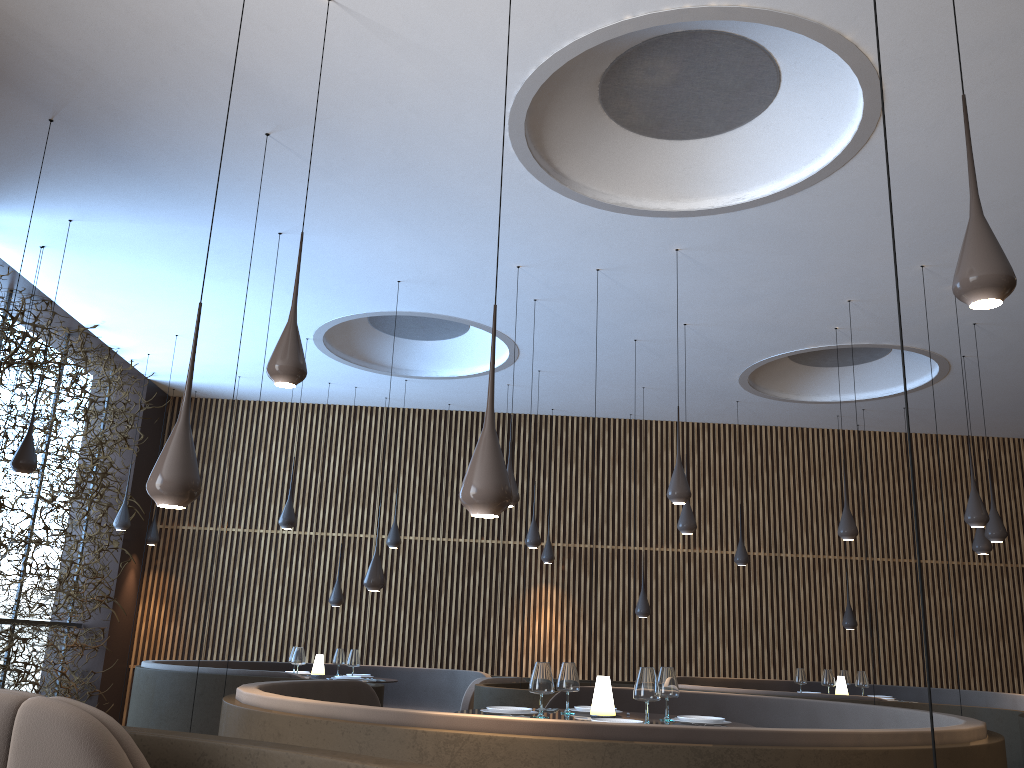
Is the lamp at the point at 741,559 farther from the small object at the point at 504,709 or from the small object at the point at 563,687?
the small object at the point at 504,709

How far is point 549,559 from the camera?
12.21m

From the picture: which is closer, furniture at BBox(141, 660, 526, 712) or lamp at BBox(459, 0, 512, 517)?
lamp at BBox(459, 0, 512, 517)

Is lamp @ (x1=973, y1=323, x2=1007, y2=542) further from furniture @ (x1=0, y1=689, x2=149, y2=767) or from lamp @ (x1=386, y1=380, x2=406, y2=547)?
furniture @ (x1=0, y1=689, x2=149, y2=767)

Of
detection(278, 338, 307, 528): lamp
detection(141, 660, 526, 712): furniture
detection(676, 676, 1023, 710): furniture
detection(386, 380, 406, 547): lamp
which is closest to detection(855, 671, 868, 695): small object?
detection(676, 676, 1023, 710): furniture

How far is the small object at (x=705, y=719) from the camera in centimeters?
478cm

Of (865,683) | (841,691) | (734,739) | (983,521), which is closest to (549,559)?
(841,691)

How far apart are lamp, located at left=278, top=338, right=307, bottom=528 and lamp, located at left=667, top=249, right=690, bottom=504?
4.56m

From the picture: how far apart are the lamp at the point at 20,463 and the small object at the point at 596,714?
4.9m

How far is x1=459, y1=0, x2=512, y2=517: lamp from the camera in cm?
311
